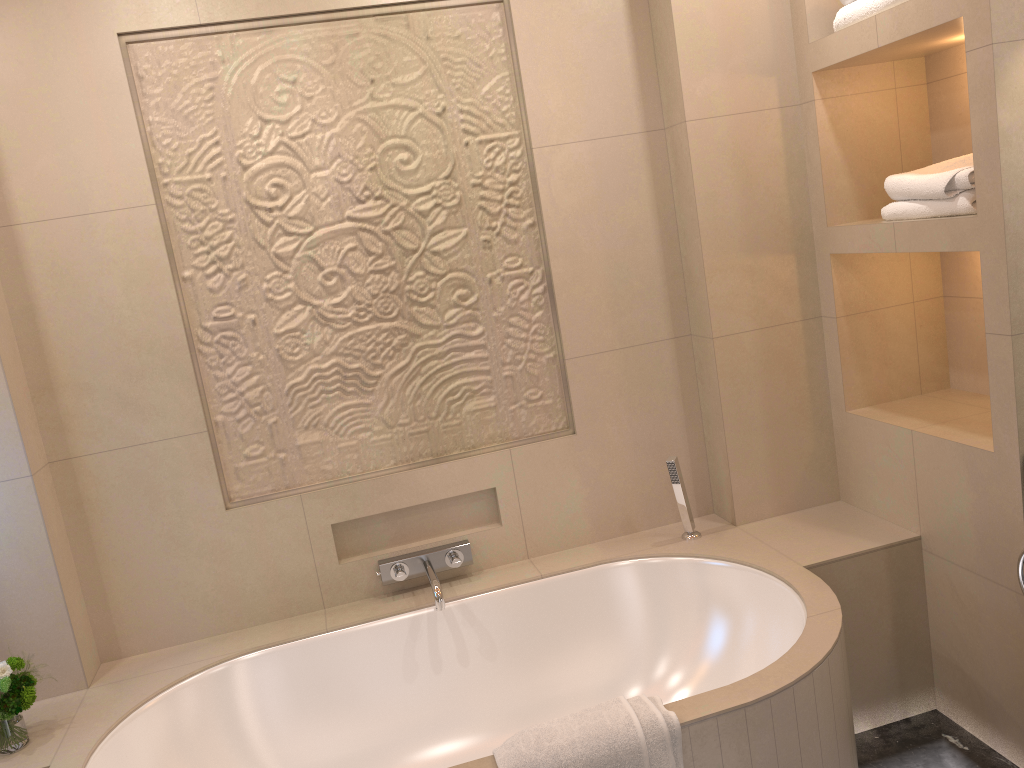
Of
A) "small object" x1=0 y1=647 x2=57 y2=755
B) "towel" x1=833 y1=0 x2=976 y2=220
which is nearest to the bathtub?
"small object" x1=0 y1=647 x2=57 y2=755

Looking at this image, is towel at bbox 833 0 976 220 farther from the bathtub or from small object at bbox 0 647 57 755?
small object at bbox 0 647 57 755

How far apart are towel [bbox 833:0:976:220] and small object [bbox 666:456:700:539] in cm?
89

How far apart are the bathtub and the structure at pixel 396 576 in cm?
5

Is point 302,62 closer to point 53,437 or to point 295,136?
point 295,136

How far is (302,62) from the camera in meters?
2.5 m

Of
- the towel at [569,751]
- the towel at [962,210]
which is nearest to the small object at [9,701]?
the towel at [569,751]

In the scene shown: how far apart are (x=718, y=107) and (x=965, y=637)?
1.6 meters

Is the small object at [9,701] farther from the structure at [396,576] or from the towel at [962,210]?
the towel at [962,210]

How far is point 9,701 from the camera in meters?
2.1 m
